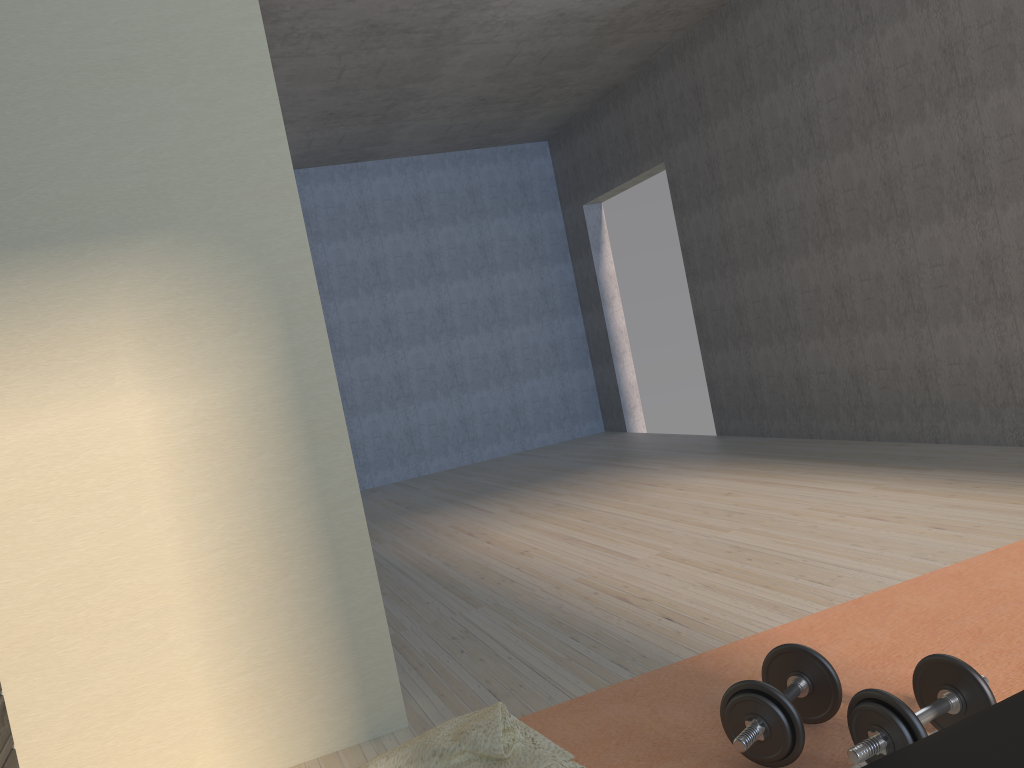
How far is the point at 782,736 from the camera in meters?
1.7

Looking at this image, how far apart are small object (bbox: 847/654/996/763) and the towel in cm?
50

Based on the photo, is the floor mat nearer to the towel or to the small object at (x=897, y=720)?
the small object at (x=897, y=720)

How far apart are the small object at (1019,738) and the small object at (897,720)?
0.4 meters

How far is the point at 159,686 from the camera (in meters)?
2.12

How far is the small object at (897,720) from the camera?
1.6 meters

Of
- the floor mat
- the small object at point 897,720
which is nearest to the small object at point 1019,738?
the small object at point 897,720

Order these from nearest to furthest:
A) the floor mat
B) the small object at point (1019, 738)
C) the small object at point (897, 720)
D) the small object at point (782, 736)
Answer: the small object at point (1019, 738) < the small object at point (897, 720) < the small object at point (782, 736) < the floor mat

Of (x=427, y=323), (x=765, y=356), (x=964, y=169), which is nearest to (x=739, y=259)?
(x=765, y=356)

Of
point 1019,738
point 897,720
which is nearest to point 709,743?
point 897,720
